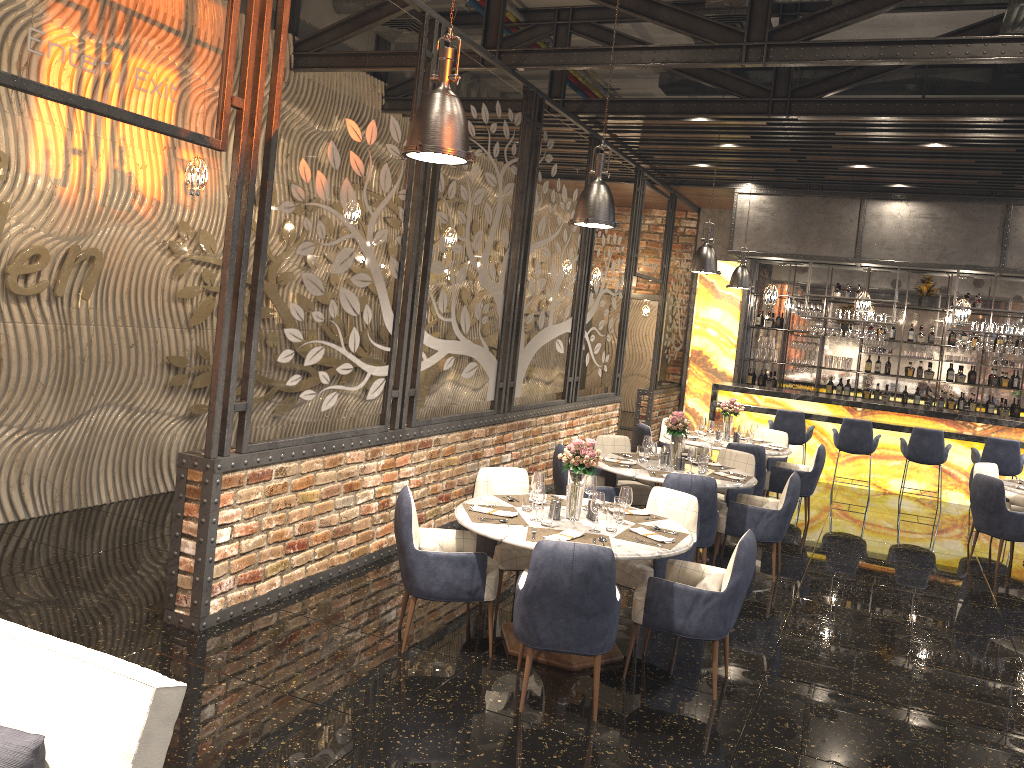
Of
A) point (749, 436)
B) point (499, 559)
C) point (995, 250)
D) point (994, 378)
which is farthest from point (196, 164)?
point (994, 378)

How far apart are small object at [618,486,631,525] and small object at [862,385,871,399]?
10.62m

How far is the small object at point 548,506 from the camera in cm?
491

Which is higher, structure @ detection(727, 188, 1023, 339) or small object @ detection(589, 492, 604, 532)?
structure @ detection(727, 188, 1023, 339)

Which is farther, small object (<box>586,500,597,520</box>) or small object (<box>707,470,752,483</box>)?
small object (<box>707,470,752,483</box>)

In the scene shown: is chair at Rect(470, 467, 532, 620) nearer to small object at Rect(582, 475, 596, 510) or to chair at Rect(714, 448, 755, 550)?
small object at Rect(582, 475, 596, 510)

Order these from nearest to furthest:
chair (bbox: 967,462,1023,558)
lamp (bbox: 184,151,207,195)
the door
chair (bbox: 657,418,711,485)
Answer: lamp (bbox: 184,151,207,195) → chair (bbox: 967,462,1023,558) → chair (bbox: 657,418,711,485) → the door

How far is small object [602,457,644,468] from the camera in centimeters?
742cm

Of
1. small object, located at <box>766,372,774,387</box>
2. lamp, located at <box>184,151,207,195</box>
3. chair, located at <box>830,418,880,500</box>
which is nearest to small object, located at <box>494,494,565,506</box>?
lamp, located at <box>184,151,207,195</box>

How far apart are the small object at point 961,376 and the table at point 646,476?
8.29m
